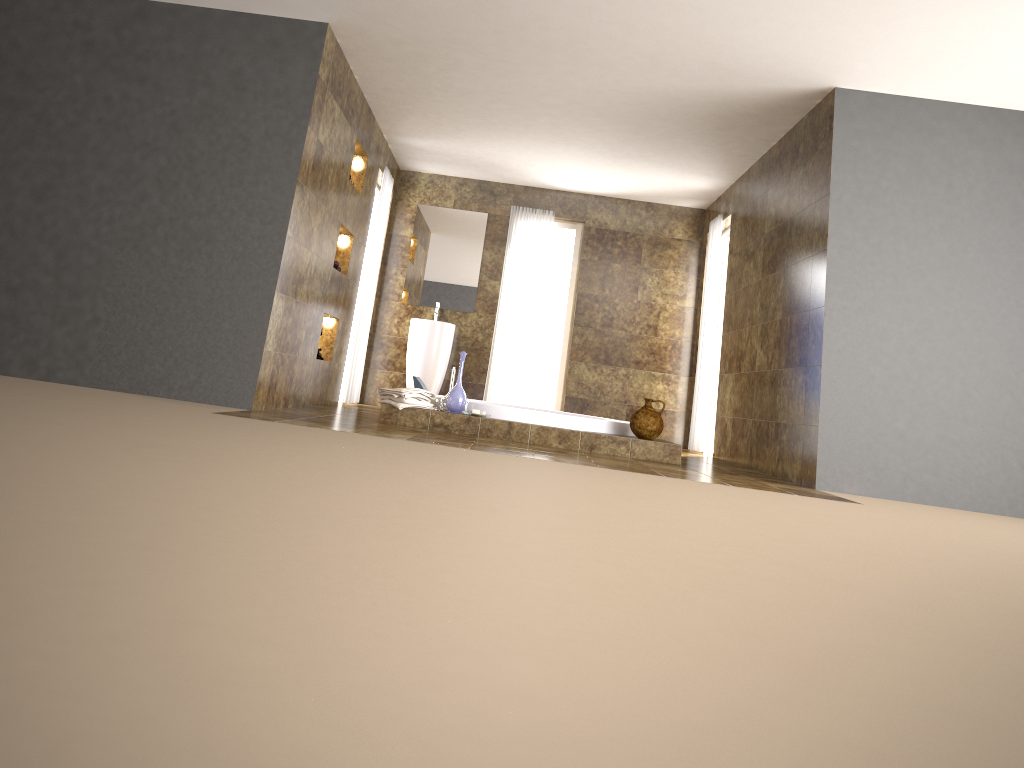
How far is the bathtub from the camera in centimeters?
604cm

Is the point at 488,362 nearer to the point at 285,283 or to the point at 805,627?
the point at 285,283

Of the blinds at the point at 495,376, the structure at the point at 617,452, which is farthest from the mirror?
the structure at the point at 617,452

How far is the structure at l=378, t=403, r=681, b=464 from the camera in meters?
5.9 m

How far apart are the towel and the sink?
2.67m

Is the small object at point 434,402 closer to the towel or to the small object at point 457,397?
the towel

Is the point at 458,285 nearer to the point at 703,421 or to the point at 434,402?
the point at 703,421

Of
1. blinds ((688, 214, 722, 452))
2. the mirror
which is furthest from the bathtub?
the mirror

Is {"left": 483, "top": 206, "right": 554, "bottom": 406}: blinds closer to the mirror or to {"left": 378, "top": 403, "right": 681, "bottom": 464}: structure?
the mirror

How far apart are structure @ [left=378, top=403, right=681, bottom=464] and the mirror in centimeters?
335cm
